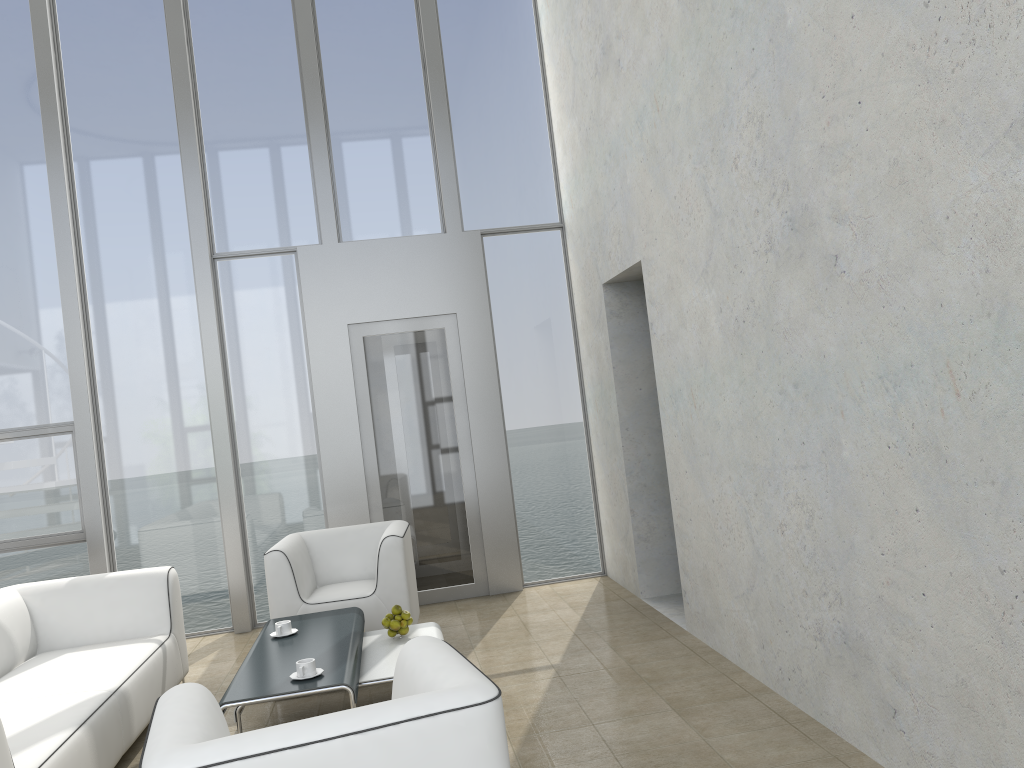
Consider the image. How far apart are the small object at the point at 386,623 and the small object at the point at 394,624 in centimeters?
3cm

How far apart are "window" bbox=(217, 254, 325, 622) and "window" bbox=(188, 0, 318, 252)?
0.1 meters

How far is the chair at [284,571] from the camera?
5.14m

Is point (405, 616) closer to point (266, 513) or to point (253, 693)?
point (253, 693)

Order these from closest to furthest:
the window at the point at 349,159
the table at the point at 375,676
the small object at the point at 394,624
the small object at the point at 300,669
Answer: the small object at the point at 300,669
the table at the point at 375,676
the small object at the point at 394,624
the window at the point at 349,159

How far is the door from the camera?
6.5m

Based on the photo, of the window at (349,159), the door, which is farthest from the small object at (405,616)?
the window at (349,159)

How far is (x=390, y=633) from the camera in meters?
4.4

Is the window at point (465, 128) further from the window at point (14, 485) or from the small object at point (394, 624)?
the small object at point (394, 624)

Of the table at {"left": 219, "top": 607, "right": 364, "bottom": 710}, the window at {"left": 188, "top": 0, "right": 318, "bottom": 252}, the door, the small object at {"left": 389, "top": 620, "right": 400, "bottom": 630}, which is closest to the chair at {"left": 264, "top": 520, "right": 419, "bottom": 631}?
the table at {"left": 219, "top": 607, "right": 364, "bottom": 710}
